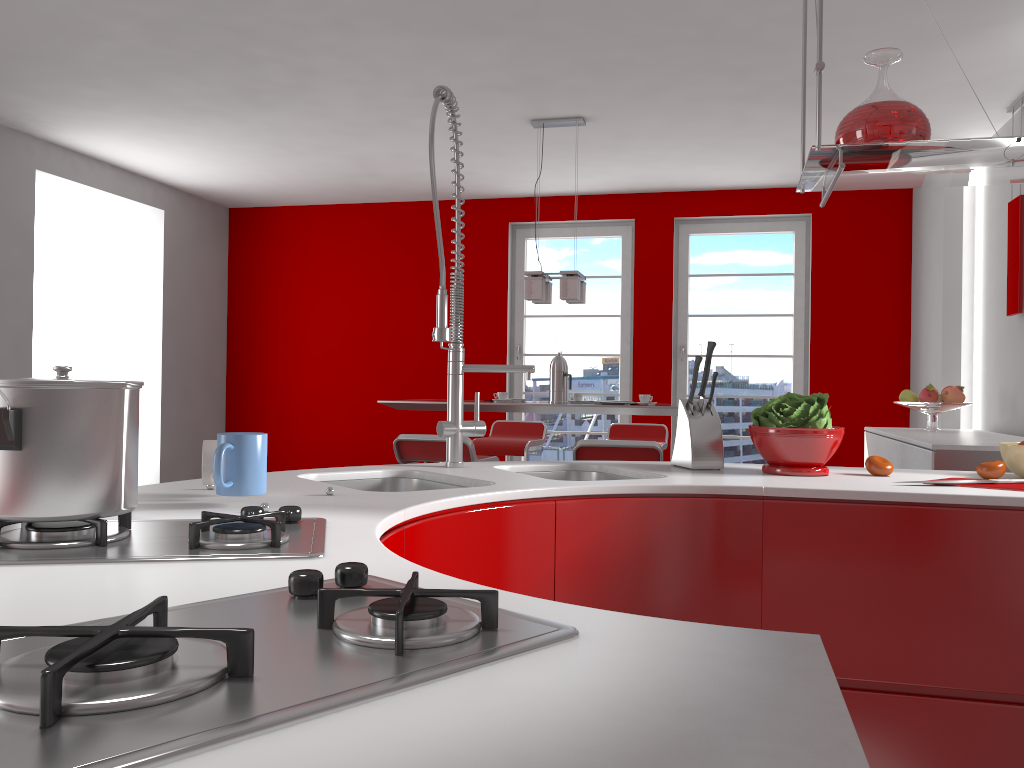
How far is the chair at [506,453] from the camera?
5.7 meters

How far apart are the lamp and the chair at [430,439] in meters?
1.1

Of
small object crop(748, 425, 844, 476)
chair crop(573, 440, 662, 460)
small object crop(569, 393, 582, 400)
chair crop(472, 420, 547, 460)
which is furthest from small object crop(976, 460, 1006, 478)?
chair crop(472, 420, 547, 460)

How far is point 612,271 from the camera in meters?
7.0

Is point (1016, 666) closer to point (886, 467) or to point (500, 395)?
point (886, 467)

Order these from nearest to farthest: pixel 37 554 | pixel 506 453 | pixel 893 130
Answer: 1. pixel 37 554
2. pixel 893 130
3. pixel 506 453

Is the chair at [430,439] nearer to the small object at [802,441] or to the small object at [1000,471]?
the small object at [802,441]

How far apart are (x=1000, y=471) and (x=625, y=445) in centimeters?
192cm

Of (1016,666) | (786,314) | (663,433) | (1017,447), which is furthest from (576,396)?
(1016,666)

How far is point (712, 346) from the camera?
2.2 meters
